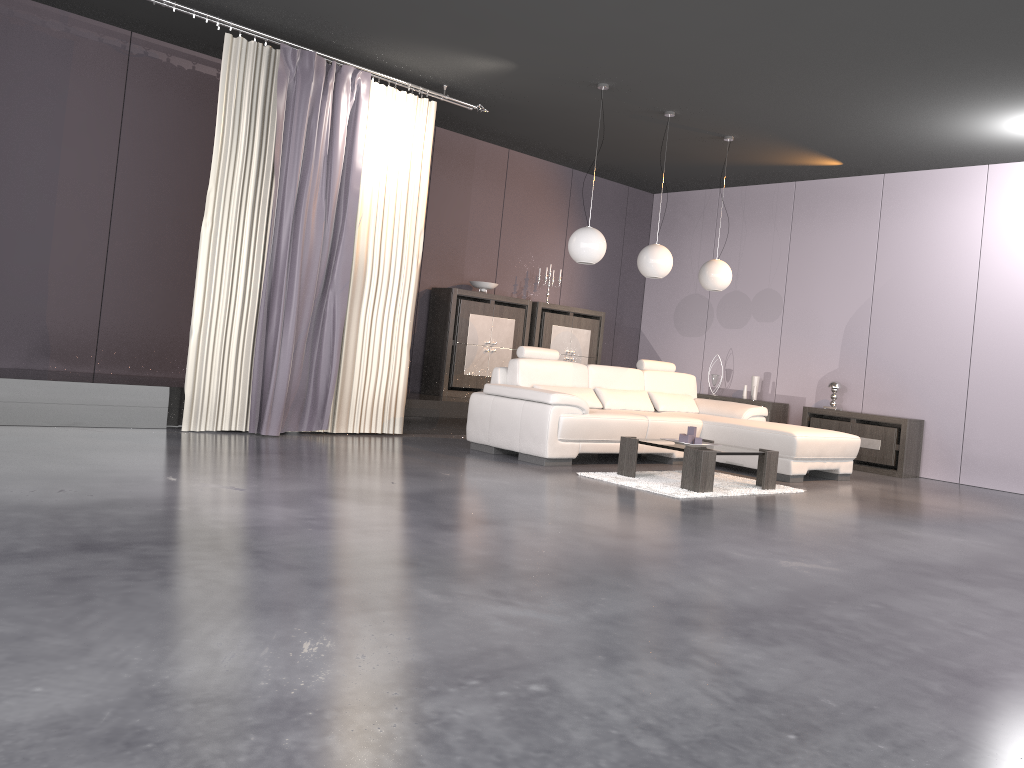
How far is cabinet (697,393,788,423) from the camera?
9.4 meters

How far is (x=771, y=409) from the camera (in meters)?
9.36

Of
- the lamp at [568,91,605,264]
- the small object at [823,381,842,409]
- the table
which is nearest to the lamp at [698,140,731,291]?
the lamp at [568,91,605,264]

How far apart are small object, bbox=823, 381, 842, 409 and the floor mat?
2.8m

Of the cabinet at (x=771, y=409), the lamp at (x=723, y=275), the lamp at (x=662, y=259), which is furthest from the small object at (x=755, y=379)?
the lamp at (x=662, y=259)

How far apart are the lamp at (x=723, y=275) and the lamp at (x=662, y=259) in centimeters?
73cm

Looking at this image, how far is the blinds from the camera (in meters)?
6.32

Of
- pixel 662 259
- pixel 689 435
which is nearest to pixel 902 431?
pixel 662 259

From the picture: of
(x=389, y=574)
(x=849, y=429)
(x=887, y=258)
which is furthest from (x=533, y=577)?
(x=887, y=258)

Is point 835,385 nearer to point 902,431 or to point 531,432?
point 902,431
